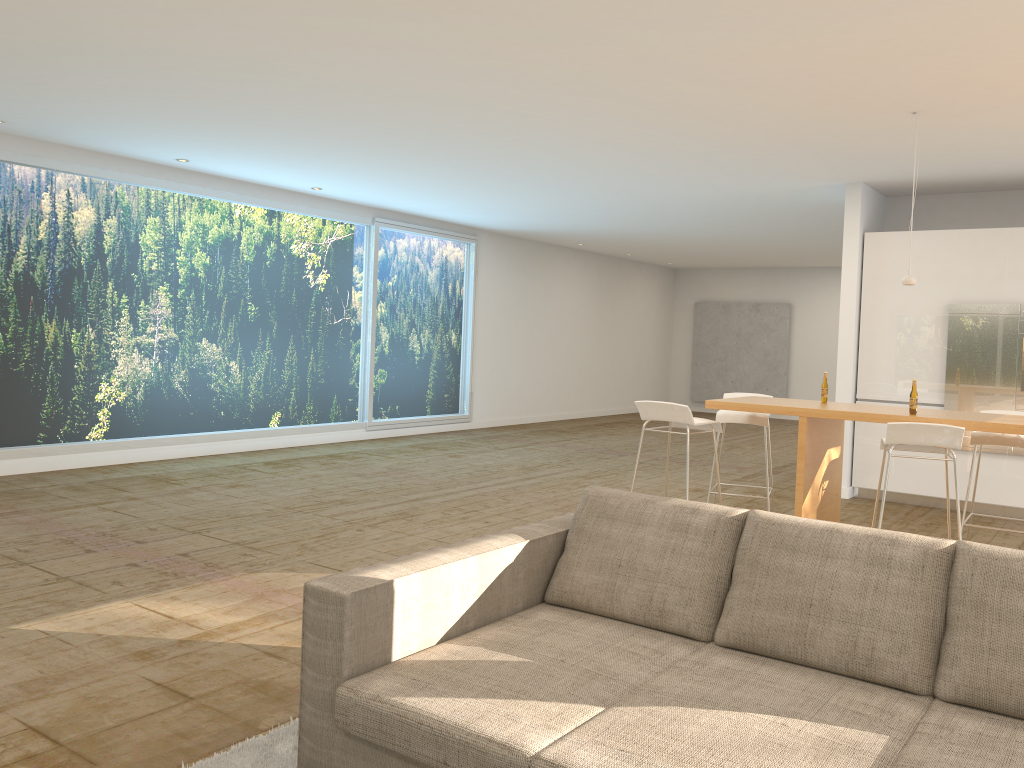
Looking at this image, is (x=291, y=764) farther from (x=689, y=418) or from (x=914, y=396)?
(x=914, y=396)

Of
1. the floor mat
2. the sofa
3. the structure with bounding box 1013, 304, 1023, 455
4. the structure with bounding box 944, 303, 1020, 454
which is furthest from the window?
Answer: the structure with bounding box 1013, 304, 1023, 455

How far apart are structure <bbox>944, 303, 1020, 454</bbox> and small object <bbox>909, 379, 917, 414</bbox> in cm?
323

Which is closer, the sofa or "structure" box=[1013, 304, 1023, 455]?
the sofa

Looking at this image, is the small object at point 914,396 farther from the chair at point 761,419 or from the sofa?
the sofa

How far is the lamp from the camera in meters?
5.8

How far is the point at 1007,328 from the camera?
7.7 meters

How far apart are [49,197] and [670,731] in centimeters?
795cm

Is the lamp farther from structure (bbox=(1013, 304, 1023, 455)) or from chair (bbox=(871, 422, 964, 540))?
structure (bbox=(1013, 304, 1023, 455))

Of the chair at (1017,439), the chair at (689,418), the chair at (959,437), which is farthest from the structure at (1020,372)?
the chair at (689,418)
